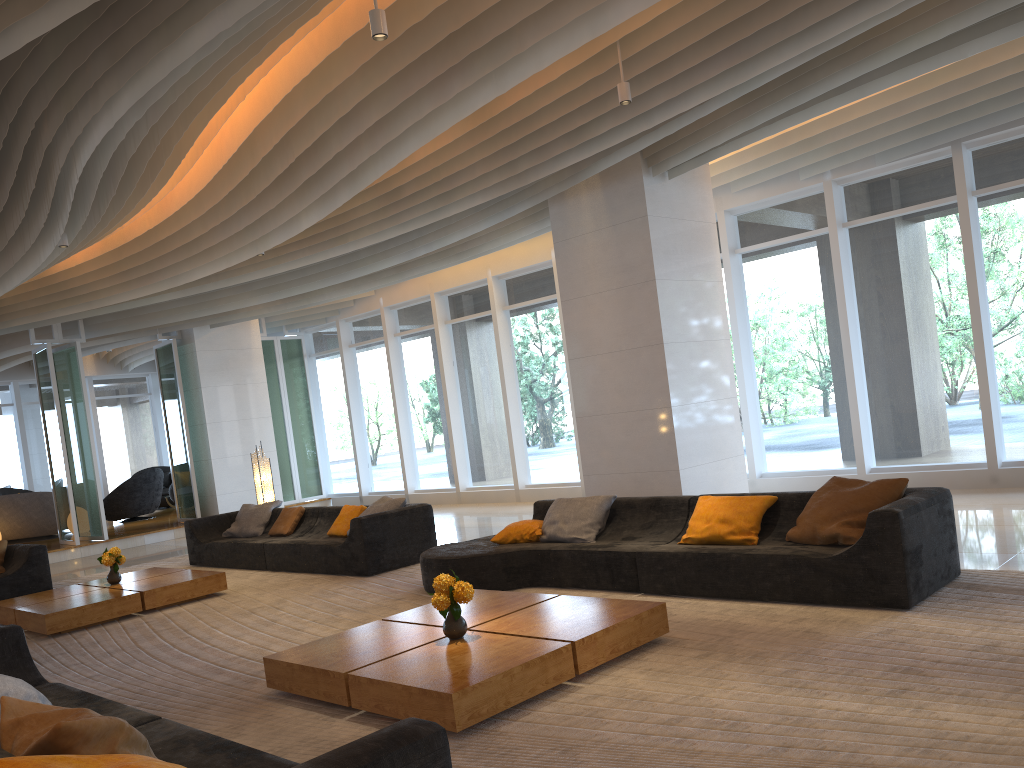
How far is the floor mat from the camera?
3.40m

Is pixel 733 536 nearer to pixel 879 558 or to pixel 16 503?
pixel 879 558

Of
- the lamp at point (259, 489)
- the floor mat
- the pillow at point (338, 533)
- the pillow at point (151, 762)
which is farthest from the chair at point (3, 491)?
the pillow at point (151, 762)

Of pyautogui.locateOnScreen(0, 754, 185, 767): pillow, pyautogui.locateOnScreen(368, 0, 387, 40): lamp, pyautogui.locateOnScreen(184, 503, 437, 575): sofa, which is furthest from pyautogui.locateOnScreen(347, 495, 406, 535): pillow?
pyautogui.locateOnScreen(0, 754, 185, 767): pillow

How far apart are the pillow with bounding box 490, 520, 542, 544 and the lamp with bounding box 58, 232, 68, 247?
5.0m

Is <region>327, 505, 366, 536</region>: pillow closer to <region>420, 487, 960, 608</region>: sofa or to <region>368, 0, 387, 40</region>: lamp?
<region>420, 487, 960, 608</region>: sofa

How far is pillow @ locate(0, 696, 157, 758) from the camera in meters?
2.6

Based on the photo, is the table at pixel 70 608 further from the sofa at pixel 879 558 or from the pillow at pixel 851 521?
the pillow at pixel 851 521

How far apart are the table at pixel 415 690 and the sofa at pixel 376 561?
2.8 meters

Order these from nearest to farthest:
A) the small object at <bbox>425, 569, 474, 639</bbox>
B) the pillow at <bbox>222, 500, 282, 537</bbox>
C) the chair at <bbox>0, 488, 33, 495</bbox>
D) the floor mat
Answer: the floor mat < the small object at <bbox>425, 569, 474, 639</bbox> < the pillow at <bbox>222, 500, 282, 537</bbox> < the chair at <bbox>0, 488, 33, 495</bbox>
